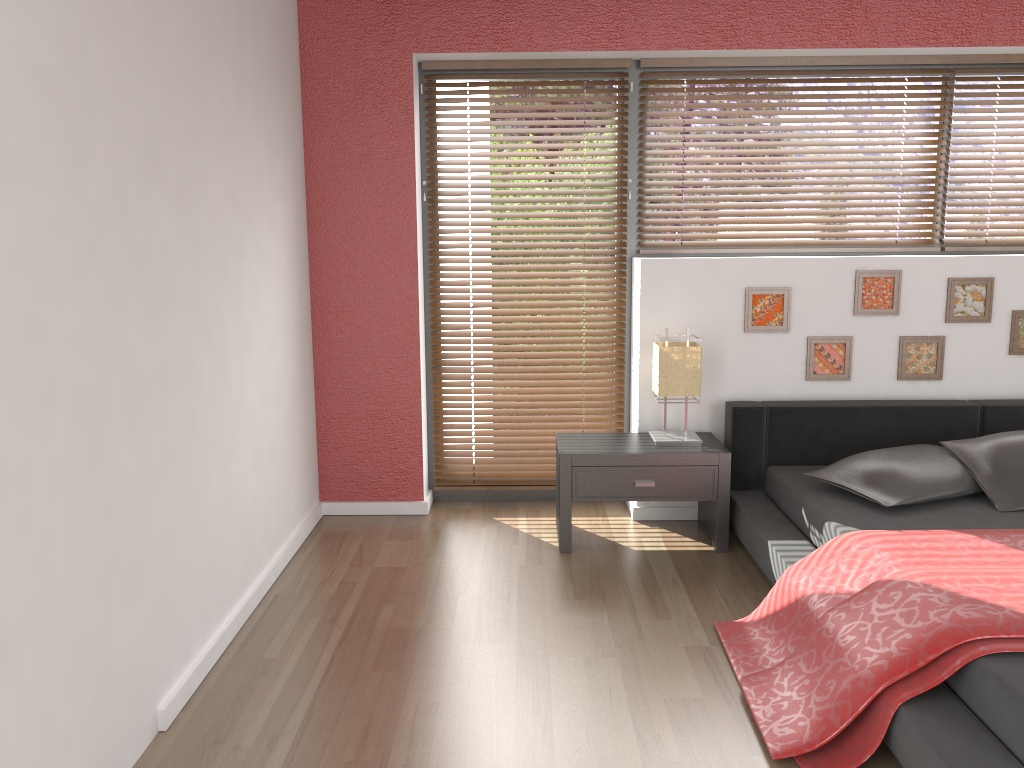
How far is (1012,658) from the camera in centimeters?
208cm

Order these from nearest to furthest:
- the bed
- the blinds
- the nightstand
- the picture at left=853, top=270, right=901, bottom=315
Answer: the bed
the nightstand
the picture at left=853, top=270, right=901, bottom=315
the blinds

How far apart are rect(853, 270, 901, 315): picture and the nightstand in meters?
0.9

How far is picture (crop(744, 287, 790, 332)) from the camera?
3.94m

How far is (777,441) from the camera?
3.9 meters

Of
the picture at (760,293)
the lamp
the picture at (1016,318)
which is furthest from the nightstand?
the picture at (1016,318)

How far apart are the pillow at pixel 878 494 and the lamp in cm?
50

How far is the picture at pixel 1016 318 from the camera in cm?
394

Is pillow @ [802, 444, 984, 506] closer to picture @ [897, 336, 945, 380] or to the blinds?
picture @ [897, 336, 945, 380]

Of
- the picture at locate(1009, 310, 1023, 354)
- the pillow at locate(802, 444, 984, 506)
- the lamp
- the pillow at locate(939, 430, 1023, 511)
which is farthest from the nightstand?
the picture at locate(1009, 310, 1023, 354)
